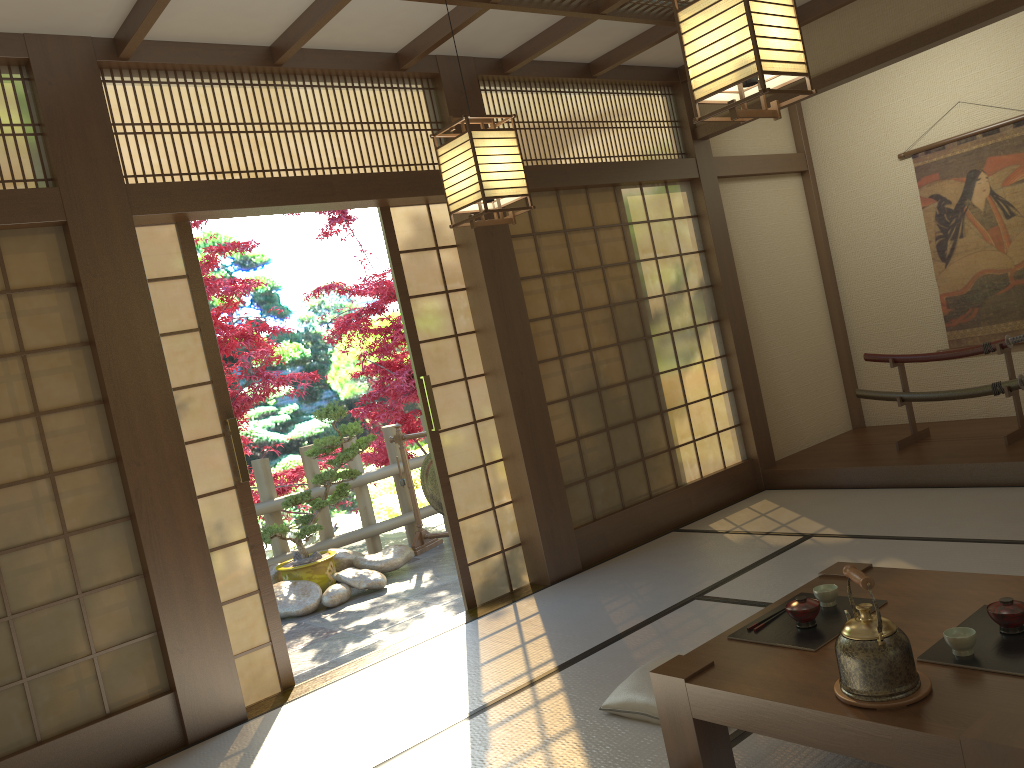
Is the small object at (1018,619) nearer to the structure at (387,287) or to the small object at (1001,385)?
the small object at (1001,385)

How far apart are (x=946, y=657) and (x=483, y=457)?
3.1m

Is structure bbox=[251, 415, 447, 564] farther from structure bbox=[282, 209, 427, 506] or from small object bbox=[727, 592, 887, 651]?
small object bbox=[727, 592, 887, 651]

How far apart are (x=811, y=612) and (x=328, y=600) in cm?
401

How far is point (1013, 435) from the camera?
5.4m

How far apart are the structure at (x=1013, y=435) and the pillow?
3.23m

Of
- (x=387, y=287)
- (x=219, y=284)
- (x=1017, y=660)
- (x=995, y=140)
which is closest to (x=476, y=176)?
(x=1017, y=660)

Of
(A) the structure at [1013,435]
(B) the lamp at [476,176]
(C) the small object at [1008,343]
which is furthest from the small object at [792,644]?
(C) the small object at [1008,343]

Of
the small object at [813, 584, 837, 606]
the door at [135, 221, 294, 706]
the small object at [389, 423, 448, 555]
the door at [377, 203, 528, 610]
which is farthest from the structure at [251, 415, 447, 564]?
the small object at [813, 584, 837, 606]

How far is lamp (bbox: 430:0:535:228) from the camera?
3.1 meters
